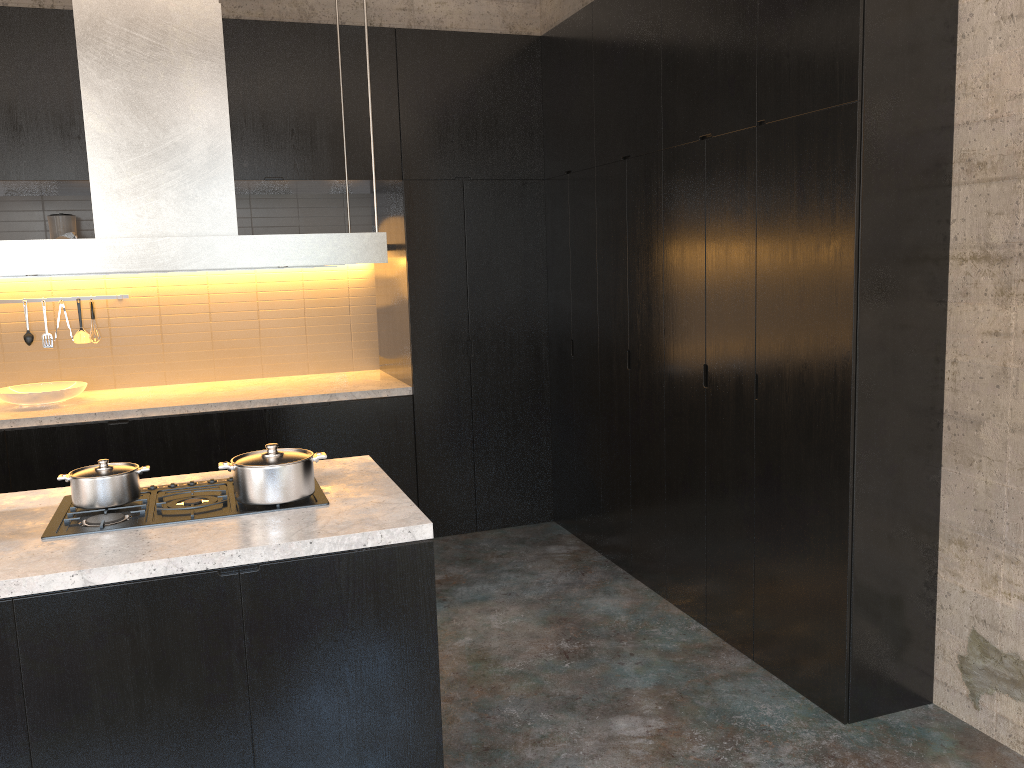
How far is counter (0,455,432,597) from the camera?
2.3 meters

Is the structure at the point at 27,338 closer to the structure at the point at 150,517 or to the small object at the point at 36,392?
the small object at the point at 36,392

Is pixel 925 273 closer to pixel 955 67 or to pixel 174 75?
pixel 955 67

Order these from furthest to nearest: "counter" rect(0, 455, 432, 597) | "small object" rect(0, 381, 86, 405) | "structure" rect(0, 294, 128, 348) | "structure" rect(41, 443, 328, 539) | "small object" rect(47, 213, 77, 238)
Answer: "structure" rect(0, 294, 128, 348) → "small object" rect(47, 213, 77, 238) → "small object" rect(0, 381, 86, 405) → "structure" rect(41, 443, 328, 539) → "counter" rect(0, 455, 432, 597)

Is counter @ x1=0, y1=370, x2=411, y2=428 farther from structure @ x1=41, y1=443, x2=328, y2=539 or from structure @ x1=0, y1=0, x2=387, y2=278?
structure @ x1=0, y1=0, x2=387, y2=278

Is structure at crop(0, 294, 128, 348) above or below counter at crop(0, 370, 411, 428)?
above

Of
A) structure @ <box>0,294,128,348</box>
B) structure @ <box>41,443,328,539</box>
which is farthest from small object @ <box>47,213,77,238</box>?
structure @ <box>41,443,328,539</box>

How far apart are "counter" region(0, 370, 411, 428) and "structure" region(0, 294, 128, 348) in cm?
35

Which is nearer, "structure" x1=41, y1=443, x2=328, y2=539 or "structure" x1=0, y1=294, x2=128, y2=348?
"structure" x1=41, y1=443, x2=328, y2=539

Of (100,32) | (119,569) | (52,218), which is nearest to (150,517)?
(119,569)
